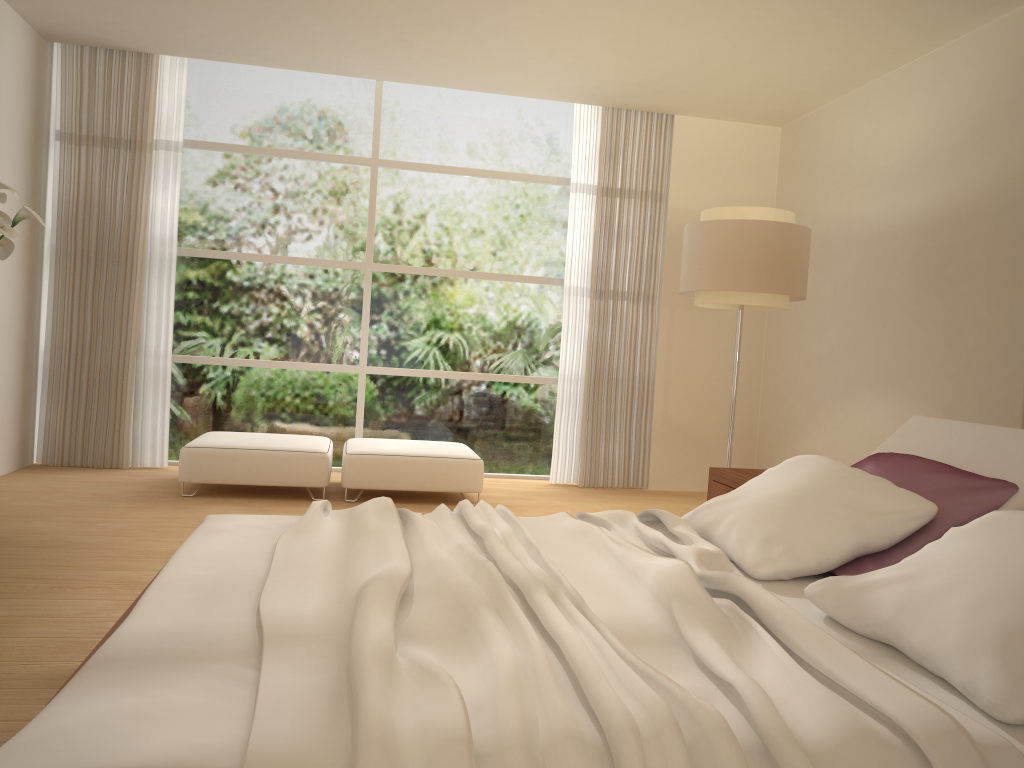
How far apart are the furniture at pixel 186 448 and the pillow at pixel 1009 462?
3.62m

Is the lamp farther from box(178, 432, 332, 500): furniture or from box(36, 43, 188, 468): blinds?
box(36, 43, 188, 468): blinds

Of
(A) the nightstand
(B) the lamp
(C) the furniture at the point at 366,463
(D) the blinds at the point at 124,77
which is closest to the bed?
(A) the nightstand

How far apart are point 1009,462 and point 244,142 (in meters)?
6.03

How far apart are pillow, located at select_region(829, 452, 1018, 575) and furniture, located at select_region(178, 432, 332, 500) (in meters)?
3.68

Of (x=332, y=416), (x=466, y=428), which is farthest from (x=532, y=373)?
(x=332, y=416)

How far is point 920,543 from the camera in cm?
258

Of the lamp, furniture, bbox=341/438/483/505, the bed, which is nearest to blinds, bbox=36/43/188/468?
furniture, bbox=341/438/483/505

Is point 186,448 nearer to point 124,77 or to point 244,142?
point 244,142

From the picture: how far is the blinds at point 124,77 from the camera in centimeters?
654cm
